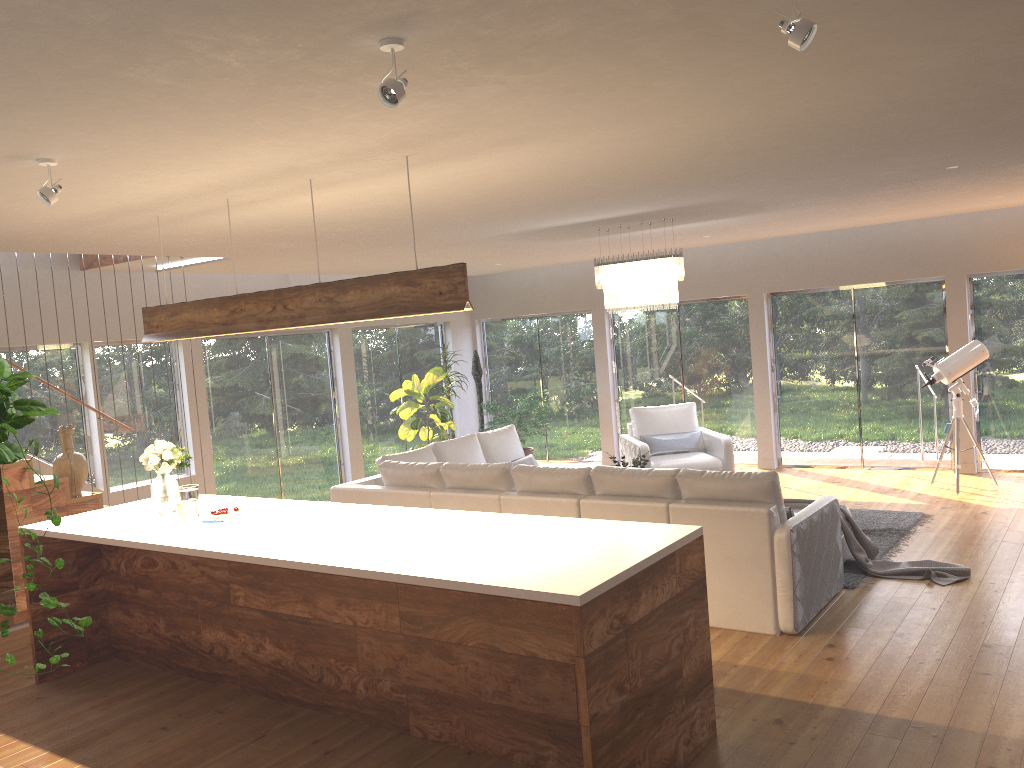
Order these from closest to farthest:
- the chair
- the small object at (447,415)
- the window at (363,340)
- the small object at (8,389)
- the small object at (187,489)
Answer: the small object at (8,389) < the small object at (187,489) < the chair < the small object at (447,415) < the window at (363,340)

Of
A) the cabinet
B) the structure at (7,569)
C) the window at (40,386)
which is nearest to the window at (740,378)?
the window at (40,386)

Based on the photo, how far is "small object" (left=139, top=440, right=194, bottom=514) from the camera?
5.3m

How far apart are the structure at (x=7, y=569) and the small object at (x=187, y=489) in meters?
2.3

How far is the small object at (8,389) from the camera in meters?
1.5

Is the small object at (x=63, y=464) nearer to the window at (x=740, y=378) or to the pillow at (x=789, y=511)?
the pillow at (x=789, y=511)

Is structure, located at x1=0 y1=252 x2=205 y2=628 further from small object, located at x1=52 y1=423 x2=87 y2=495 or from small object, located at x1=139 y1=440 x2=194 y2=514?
small object, located at x1=139 y1=440 x2=194 y2=514

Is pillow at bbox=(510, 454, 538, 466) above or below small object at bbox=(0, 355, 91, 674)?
below

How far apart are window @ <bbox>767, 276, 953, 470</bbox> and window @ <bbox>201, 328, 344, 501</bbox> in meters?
5.4 m

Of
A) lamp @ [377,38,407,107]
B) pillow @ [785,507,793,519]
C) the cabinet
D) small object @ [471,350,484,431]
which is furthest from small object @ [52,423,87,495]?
small object @ [471,350,484,431]
